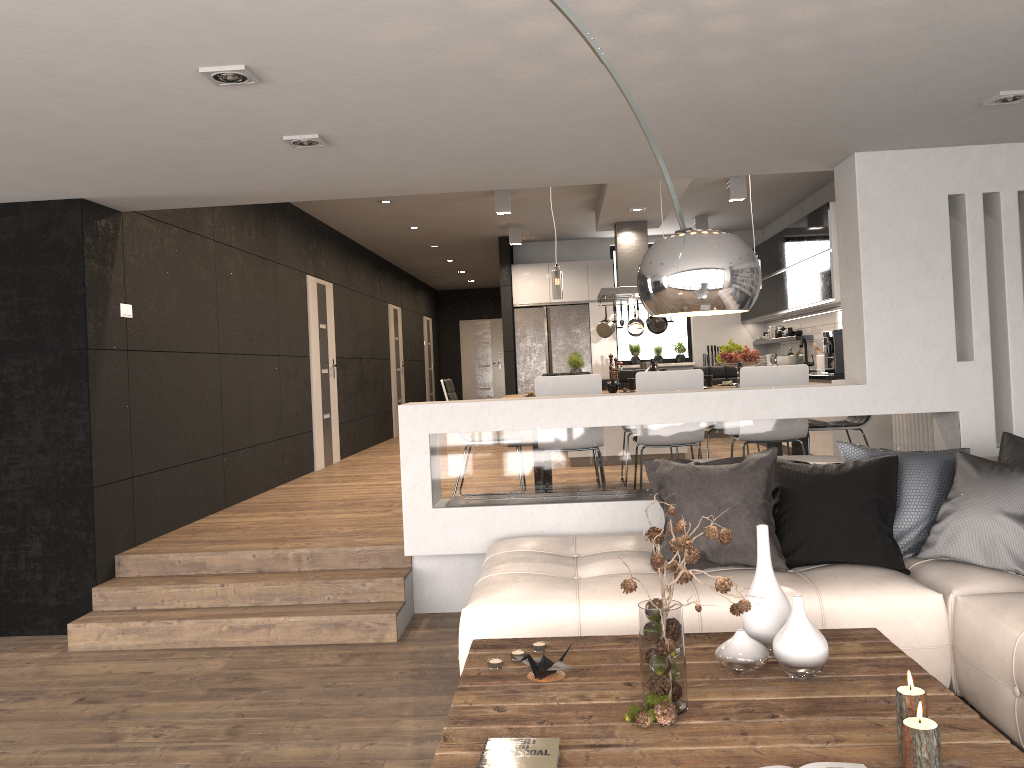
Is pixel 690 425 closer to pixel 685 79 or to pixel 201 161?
pixel 685 79

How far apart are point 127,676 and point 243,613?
0.7m

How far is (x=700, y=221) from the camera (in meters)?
10.82

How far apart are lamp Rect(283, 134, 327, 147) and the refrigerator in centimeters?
790cm

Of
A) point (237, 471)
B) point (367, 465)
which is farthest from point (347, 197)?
point (367, 465)

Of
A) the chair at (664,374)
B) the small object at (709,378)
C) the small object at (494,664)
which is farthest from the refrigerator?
the small object at (494,664)

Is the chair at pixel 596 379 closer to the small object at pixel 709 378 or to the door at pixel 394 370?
the small object at pixel 709 378

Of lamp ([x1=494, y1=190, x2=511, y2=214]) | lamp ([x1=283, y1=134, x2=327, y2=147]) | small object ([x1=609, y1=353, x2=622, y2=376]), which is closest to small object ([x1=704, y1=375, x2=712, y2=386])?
lamp ([x1=494, y1=190, x2=511, y2=214])

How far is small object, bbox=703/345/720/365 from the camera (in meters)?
12.16

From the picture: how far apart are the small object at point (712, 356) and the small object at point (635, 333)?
2.2m
